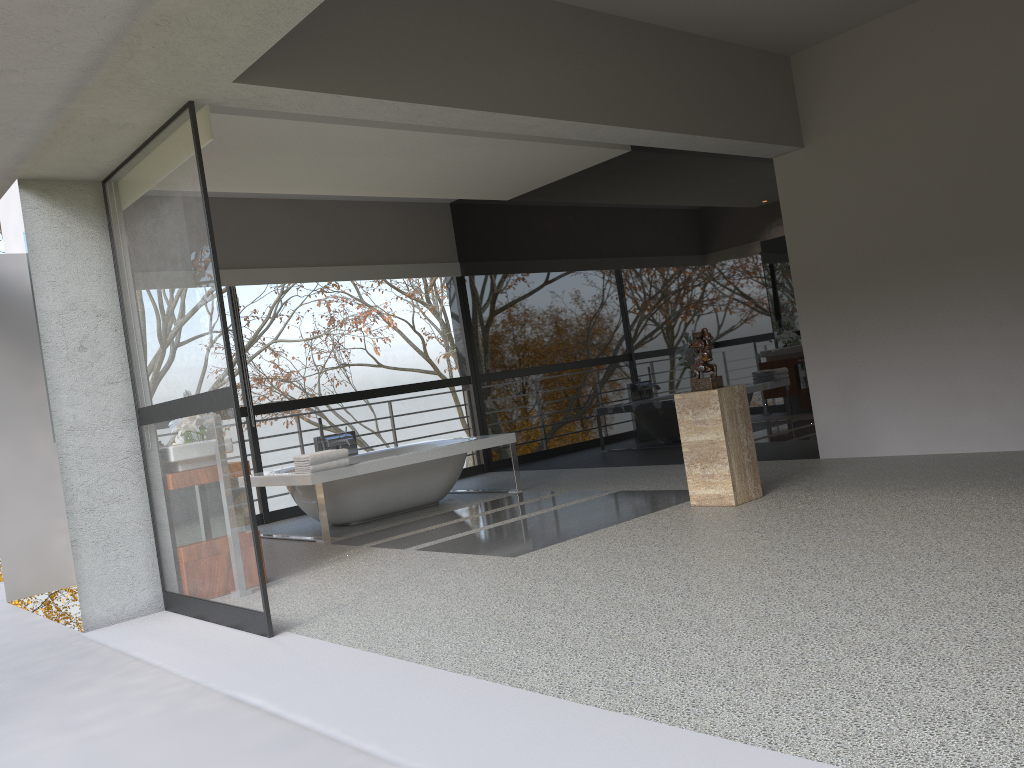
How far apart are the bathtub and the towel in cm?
5

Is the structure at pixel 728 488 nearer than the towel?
Yes

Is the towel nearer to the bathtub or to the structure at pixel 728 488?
the bathtub

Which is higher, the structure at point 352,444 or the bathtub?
the structure at point 352,444

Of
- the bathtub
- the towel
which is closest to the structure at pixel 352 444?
the bathtub

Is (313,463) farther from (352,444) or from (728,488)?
(728,488)

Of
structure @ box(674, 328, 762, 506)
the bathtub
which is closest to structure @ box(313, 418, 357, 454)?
the bathtub

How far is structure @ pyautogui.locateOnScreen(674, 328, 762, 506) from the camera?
5.2 meters

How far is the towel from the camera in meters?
6.3

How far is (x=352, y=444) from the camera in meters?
7.8
